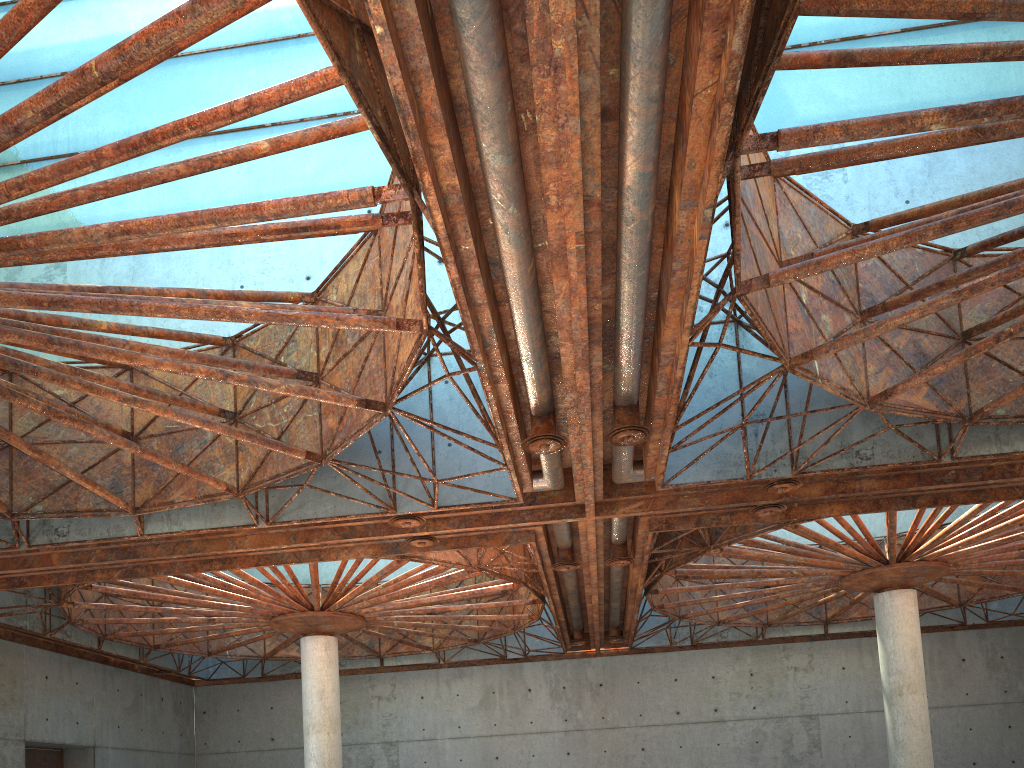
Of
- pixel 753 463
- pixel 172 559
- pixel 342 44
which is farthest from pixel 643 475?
pixel 172 559
